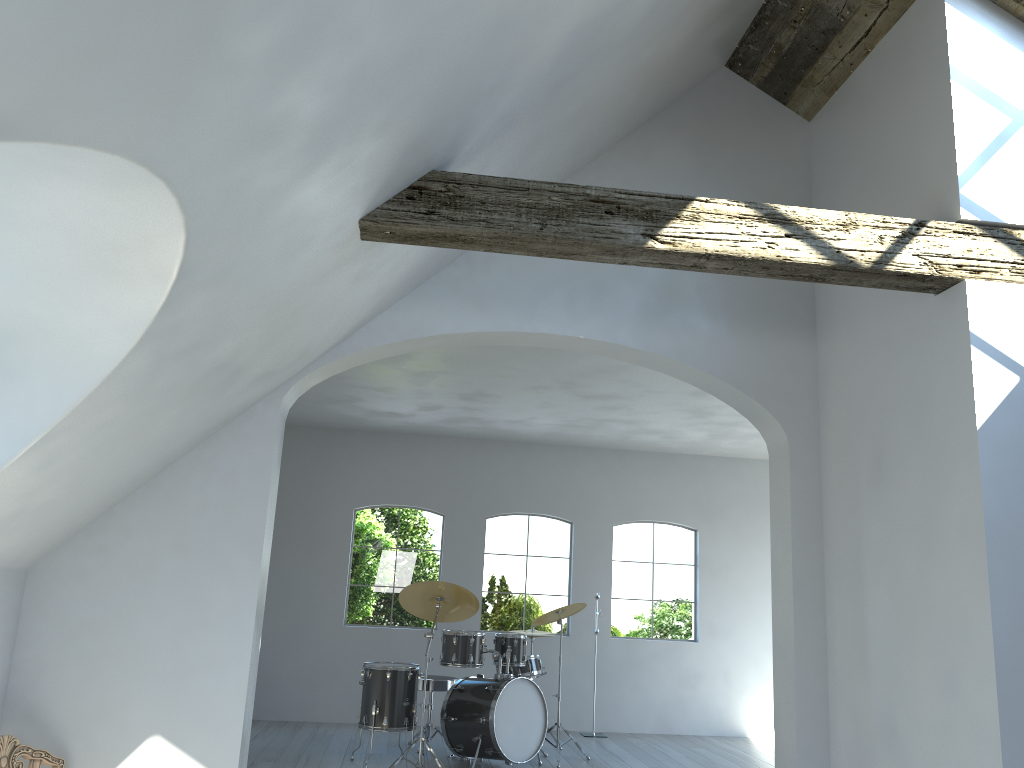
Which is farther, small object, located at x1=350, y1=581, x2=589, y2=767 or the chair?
small object, located at x1=350, y1=581, x2=589, y2=767

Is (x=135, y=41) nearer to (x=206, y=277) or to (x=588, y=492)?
(x=206, y=277)

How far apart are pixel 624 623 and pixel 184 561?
6.3 meters

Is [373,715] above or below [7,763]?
below

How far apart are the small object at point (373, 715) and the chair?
2.92m

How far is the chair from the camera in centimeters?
357cm

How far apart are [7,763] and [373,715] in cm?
340

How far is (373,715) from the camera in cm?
667

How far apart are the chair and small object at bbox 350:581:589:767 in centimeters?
292cm

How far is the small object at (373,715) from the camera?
6.7 meters
